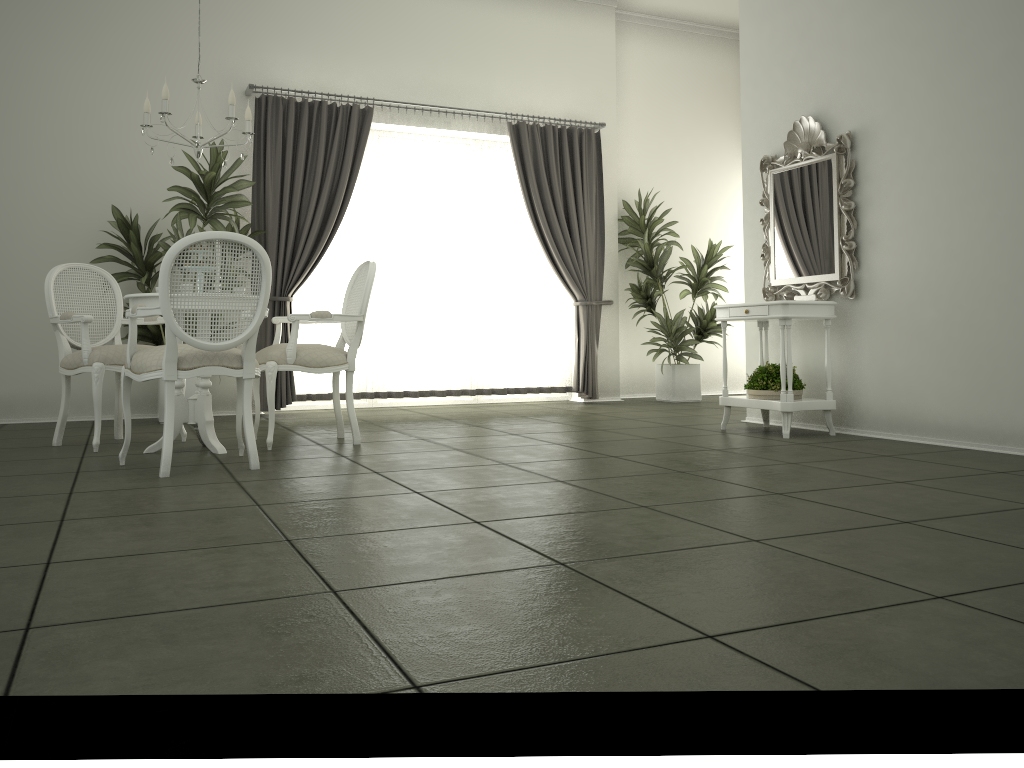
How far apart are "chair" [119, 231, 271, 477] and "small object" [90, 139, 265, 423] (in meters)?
2.07

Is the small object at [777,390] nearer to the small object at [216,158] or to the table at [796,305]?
the table at [796,305]

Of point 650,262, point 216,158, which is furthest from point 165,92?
point 650,262

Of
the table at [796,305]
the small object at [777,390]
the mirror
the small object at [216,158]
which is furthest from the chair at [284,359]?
the mirror

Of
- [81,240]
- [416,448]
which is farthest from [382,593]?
[81,240]

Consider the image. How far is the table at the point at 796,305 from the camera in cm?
516

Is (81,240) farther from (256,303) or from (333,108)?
(256,303)

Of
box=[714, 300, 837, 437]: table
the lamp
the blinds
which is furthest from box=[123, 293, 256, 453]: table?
box=[714, 300, 837, 437]: table

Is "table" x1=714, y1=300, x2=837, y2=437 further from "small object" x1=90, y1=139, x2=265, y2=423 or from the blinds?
"small object" x1=90, y1=139, x2=265, y2=423

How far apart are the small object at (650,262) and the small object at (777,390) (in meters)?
2.56
